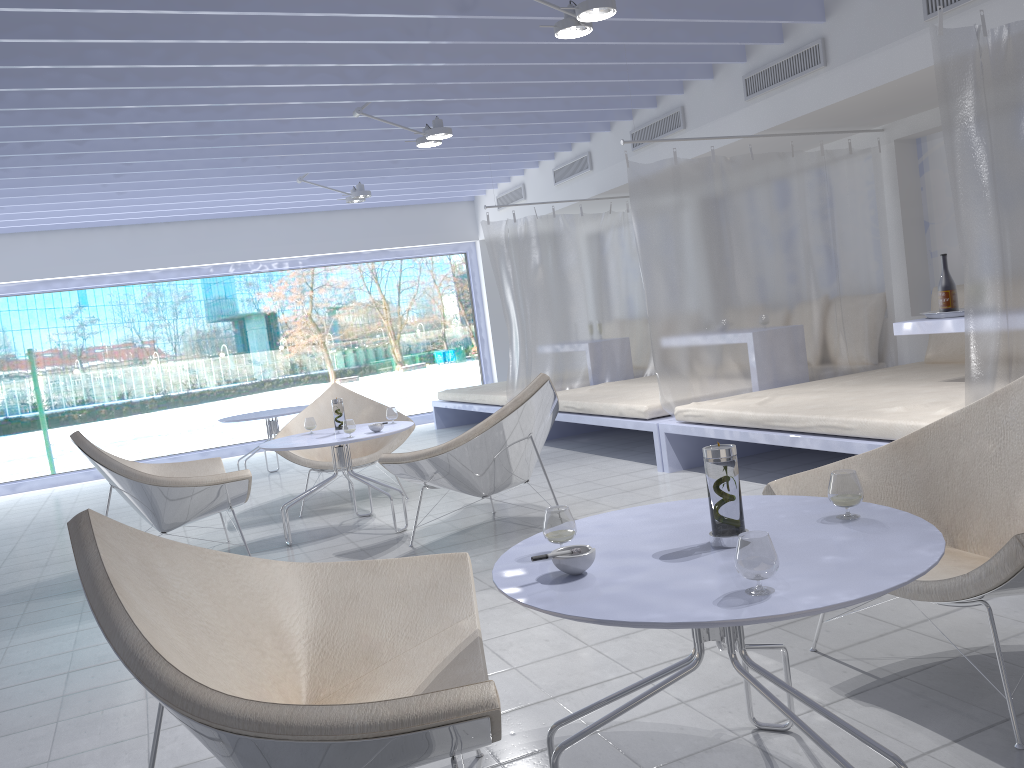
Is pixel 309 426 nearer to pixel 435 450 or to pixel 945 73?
pixel 435 450

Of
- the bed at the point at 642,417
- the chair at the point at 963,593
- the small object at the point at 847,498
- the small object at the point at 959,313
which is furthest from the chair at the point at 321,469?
the small object at the point at 847,498

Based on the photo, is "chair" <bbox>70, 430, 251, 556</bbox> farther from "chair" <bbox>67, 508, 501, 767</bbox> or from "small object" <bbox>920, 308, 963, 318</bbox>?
"small object" <bbox>920, 308, 963, 318</bbox>

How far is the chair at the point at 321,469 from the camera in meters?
5.4 m

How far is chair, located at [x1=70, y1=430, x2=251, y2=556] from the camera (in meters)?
4.11

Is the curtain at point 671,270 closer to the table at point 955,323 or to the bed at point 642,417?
the bed at point 642,417

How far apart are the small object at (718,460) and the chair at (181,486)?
3.0m

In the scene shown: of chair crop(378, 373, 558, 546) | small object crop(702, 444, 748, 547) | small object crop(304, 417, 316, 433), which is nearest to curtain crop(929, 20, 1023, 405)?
chair crop(378, 373, 558, 546)

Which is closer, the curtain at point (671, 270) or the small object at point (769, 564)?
the small object at point (769, 564)

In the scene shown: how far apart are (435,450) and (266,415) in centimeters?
341cm
